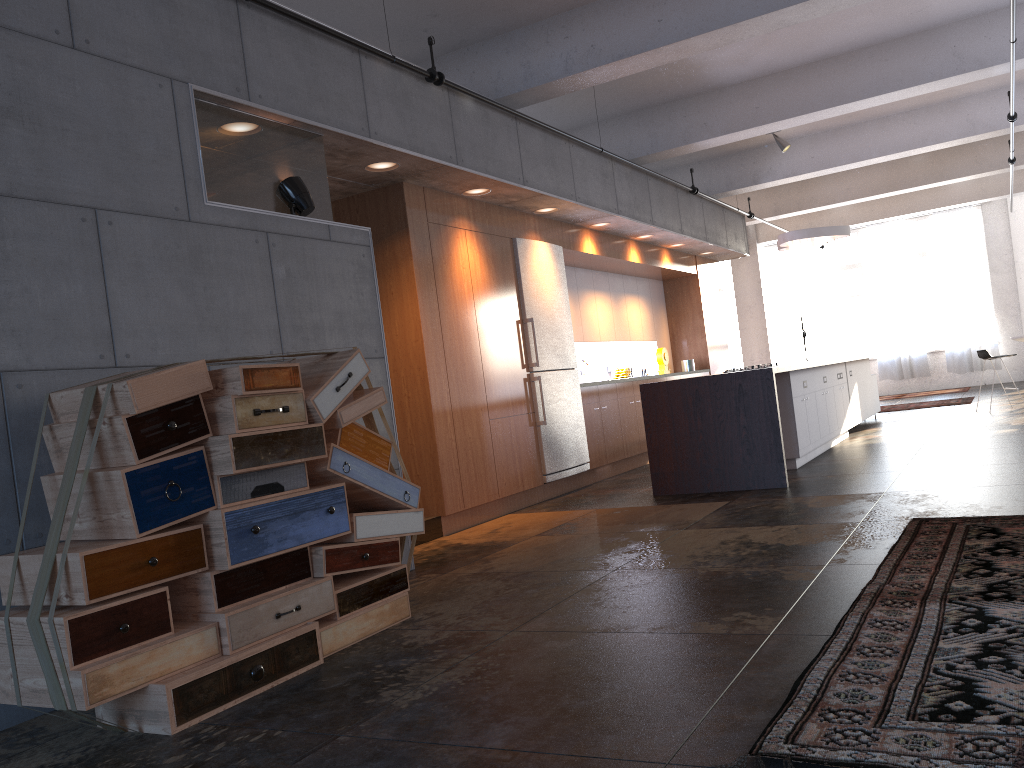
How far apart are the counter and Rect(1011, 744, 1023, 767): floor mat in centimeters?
511cm

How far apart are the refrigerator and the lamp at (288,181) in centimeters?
324cm

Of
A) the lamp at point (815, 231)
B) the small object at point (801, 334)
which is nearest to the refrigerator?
the lamp at point (815, 231)

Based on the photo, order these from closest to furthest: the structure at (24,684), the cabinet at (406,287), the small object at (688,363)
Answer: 1. the structure at (24,684)
2. the cabinet at (406,287)
3. the small object at (688,363)

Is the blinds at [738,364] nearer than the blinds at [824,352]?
No

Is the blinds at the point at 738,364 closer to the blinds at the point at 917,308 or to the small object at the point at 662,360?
the blinds at the point at 917,308

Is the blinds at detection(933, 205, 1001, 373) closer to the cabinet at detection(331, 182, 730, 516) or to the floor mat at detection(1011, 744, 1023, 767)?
the cabinet at detection(331, 182, 730, 516)

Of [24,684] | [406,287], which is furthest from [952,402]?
[24,684]

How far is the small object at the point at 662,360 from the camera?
12.1 meters

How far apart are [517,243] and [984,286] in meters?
14.0
